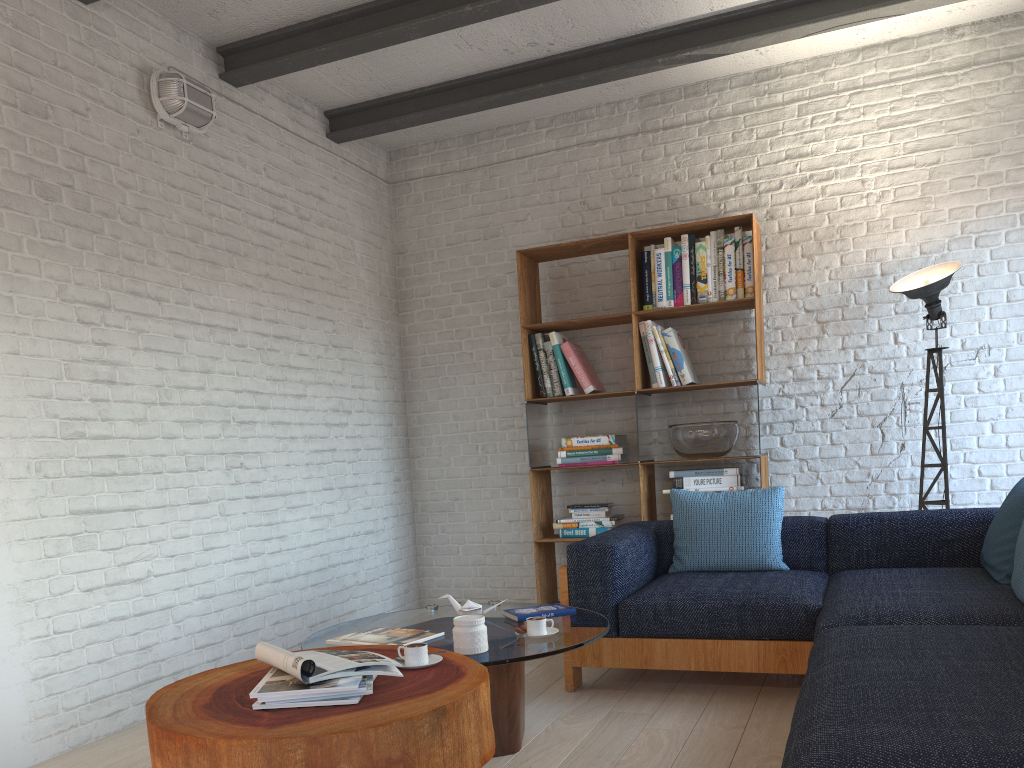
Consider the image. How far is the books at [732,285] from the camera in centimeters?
481cm

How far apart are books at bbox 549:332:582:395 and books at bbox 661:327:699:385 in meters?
0.6 m

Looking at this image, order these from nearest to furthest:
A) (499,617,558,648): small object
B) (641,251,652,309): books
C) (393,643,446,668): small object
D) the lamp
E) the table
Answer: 1. the table
2. (393,643,446,668): small object
3. (499,617,558,648): small object
4. the lamp
5. (641,251,652,309): books

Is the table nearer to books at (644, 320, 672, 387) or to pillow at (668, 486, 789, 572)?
pillow at (668, 486, 789, 572)

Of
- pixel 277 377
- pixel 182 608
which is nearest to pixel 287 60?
pixel 277 377

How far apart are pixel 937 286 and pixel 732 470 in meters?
1.4

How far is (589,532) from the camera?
5.0 meters

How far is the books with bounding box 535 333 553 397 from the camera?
5.20m

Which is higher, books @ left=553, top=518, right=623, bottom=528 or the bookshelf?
the bookshelf

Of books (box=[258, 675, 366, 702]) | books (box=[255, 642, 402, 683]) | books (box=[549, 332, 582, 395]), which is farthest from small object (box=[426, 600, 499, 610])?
books (box=[549, 332, 582, 395])
